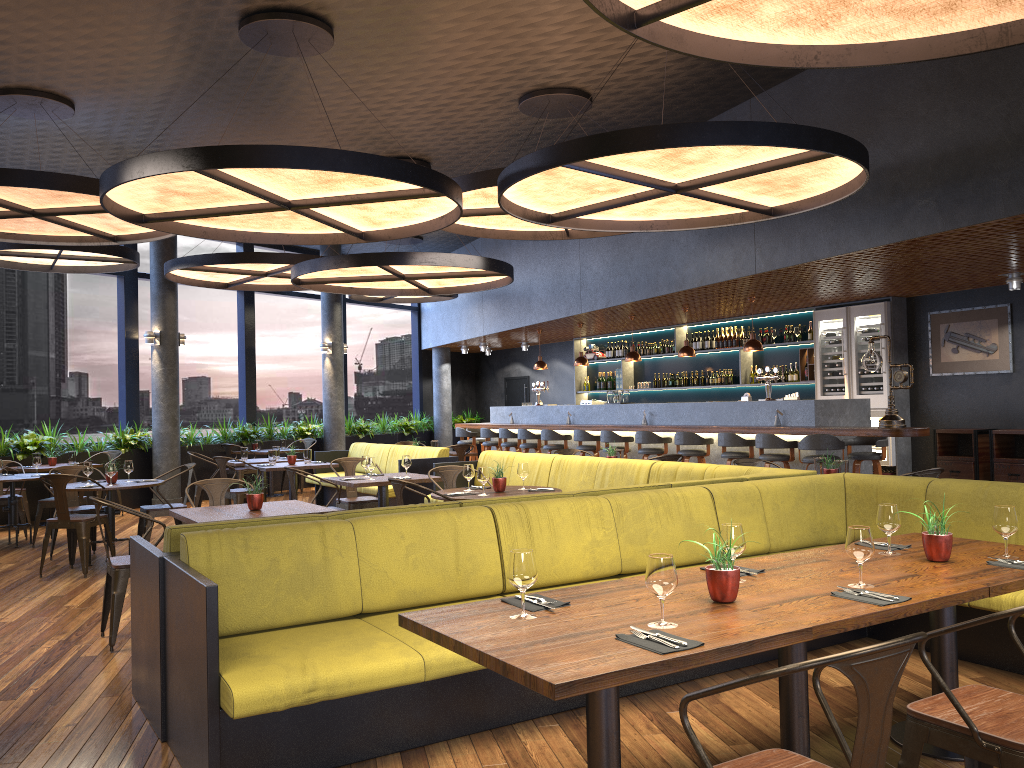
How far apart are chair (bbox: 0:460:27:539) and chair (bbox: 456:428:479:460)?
7.3 meters

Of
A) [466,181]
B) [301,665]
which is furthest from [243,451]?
[301,665]

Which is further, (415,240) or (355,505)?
(415,240)

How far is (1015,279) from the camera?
9.51m

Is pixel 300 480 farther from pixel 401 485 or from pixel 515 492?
pixel 401 485

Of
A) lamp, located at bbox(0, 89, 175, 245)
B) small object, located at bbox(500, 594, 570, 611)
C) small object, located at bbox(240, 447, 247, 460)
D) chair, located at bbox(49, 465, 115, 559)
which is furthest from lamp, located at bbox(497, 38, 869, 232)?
small object, located at bbox(240, 447, 247, 460)

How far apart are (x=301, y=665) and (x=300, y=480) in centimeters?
1215cm

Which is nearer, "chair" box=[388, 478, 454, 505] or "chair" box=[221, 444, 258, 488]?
"chair" box=[388, 478, 454, 505]

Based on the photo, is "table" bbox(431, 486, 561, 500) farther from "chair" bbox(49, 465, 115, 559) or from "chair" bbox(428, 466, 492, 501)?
"chair" bbox(49, 465, 115, 559)

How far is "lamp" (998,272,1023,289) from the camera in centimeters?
951cm
